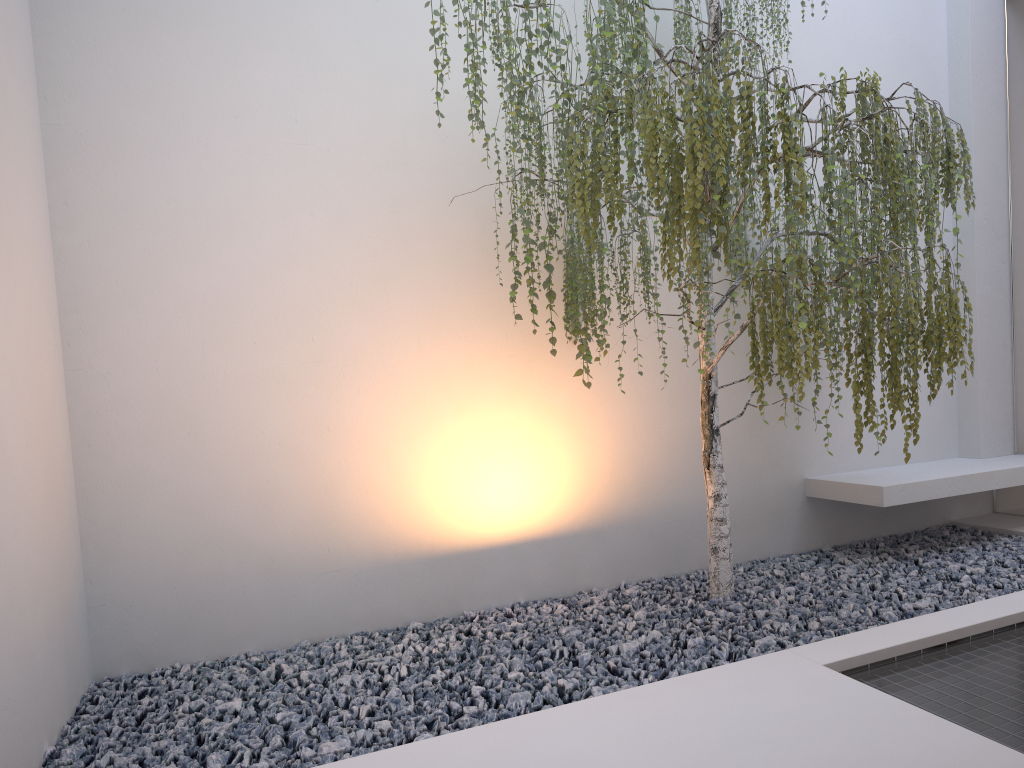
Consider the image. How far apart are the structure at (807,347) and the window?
1.12m

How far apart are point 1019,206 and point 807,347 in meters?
2.9 m

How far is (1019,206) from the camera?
4.71m

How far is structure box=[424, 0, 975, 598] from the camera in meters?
2.6 m

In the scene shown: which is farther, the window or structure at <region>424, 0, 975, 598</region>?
the window

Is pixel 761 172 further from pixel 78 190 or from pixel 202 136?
pixel 78 190

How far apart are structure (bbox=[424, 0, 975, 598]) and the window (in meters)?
1.12

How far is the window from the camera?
4.7m

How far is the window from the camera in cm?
471
